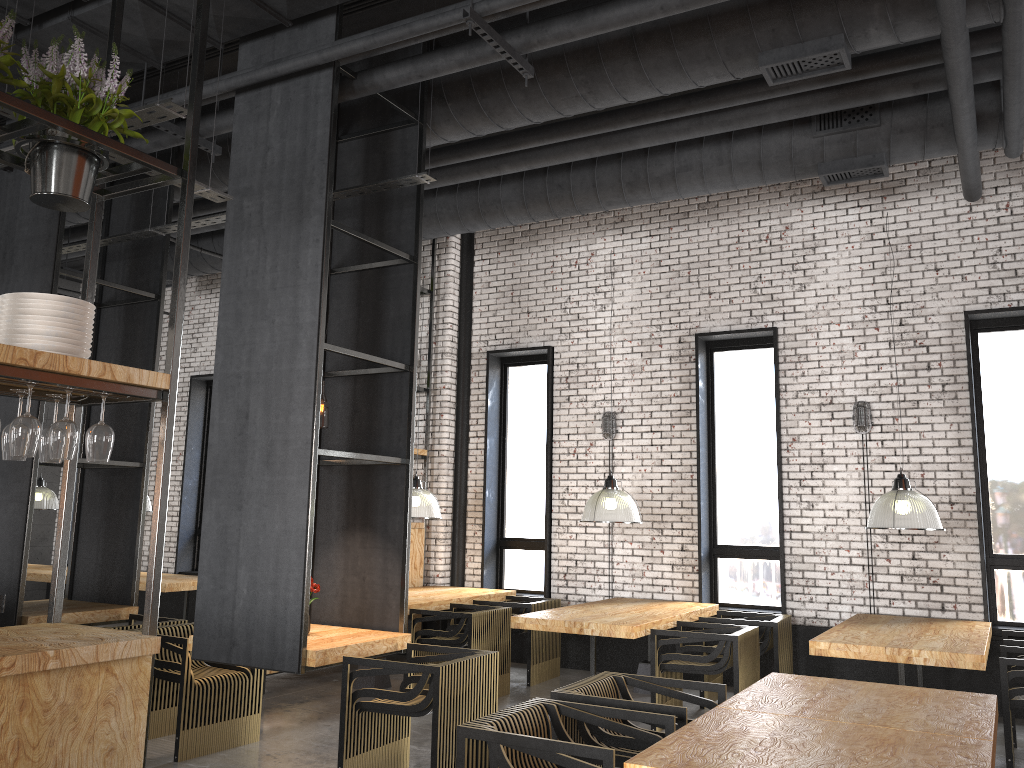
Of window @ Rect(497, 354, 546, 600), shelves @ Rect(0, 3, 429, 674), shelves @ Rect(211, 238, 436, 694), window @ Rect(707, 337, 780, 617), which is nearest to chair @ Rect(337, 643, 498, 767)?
shelves @ Rect(0, 3, 429, 674)

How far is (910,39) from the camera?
5.2 meters

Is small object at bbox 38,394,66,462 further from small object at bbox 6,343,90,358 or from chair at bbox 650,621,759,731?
chair at bbox 650,621,759,731

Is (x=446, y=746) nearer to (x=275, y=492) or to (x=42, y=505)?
(x=275, y=492)

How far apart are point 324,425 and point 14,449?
9.7m

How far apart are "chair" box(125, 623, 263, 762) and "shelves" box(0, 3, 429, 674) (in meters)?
0.17

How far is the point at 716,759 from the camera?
2.8 meters

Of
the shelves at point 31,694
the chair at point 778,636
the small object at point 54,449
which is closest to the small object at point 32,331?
the shelves at point 31,694

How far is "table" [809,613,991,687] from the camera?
5.4 meters

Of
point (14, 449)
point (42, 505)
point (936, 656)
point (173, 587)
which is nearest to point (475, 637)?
point (936, 656)
